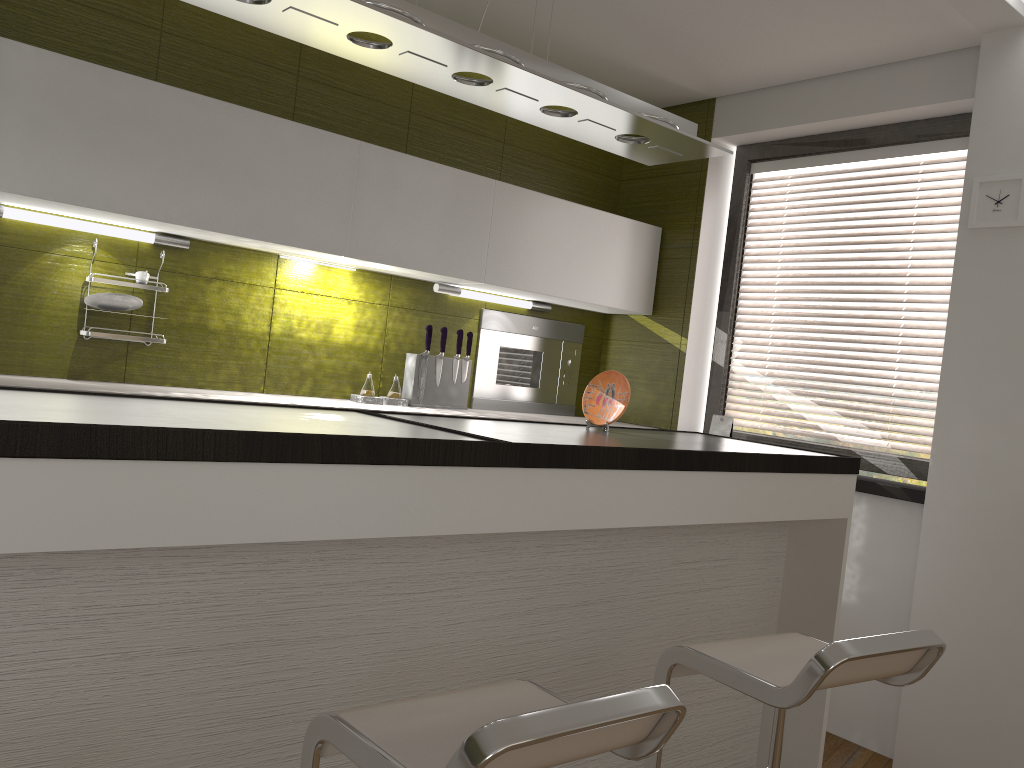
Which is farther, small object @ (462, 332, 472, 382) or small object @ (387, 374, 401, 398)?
small object @ (462, 332, 472, 382)

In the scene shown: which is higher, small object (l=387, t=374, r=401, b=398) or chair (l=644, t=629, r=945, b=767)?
small object (l=387, t=374, r=401, b=398)

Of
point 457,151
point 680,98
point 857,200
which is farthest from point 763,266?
point 457,151

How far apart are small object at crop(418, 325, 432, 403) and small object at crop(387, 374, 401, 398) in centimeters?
11cm

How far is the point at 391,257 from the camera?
3.4m

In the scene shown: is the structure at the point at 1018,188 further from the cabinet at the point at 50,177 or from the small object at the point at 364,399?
the small object at the point at 364,399

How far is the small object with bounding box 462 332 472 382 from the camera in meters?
3.9

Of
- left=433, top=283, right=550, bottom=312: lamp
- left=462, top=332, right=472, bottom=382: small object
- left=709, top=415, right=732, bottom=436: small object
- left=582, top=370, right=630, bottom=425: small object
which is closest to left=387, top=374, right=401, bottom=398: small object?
left=462, top=332, right=472, bottom=382: small object

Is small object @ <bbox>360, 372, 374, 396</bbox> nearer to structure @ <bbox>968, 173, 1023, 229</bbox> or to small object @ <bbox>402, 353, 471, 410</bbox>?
small object @ <bbox>402, 353, 471, 410</bbox>

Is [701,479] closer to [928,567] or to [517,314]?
[928,567]
